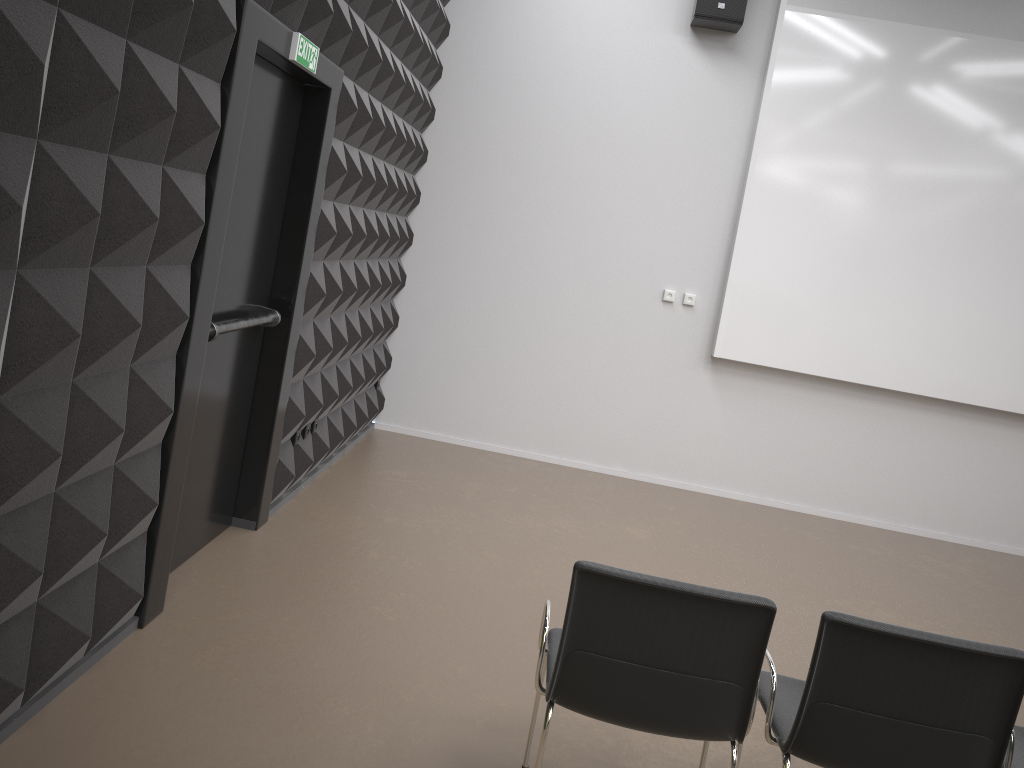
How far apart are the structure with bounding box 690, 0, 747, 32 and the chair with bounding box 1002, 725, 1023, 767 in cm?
519

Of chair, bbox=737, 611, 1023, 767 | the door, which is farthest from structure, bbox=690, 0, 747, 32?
chair, bbox=737, 611, 1023, 767

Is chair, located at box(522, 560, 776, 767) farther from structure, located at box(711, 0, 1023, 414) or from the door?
structure, located at box(711, 0, 1023, 414)

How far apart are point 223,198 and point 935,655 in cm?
284

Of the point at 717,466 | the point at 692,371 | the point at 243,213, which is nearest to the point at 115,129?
the point at 243,213

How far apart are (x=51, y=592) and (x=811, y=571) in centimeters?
452cm

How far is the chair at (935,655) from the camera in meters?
2.4

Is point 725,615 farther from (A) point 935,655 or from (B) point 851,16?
(B) point 851,16

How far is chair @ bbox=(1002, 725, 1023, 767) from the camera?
2.56m

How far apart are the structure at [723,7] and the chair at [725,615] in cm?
512
